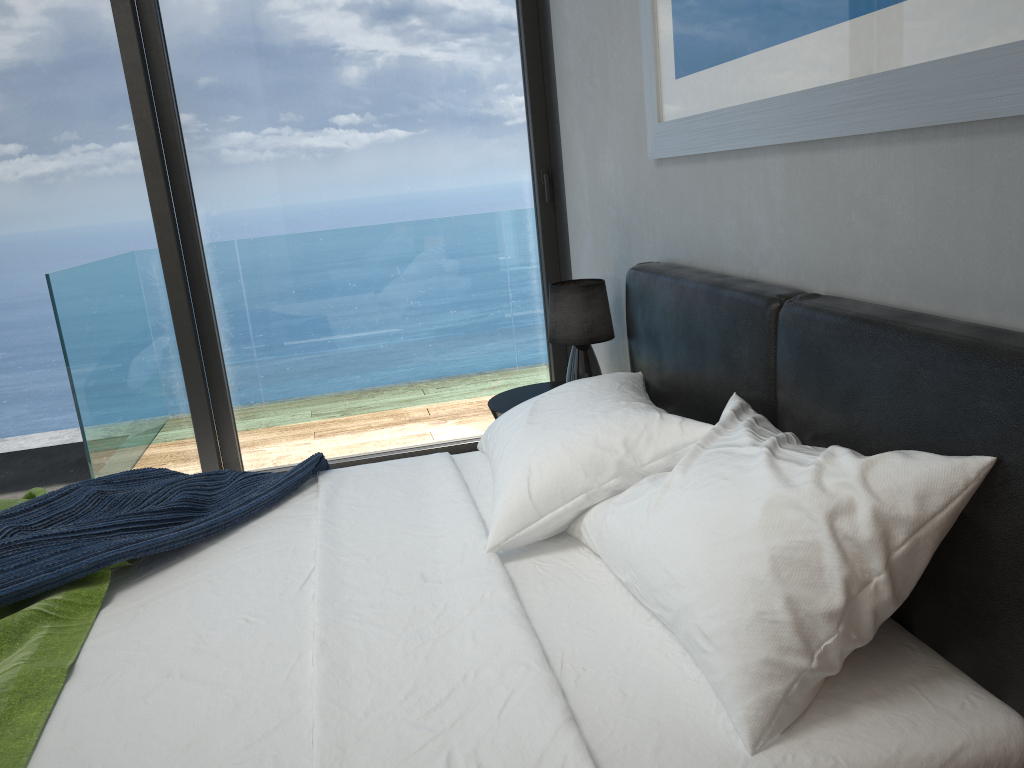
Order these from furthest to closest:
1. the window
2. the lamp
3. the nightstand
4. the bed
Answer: the window → the nightstand → the lamp → the bed

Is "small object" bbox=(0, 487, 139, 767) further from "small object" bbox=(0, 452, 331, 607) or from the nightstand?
the nightstand

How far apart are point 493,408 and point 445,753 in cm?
197

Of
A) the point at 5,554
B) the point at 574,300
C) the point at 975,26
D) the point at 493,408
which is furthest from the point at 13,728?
the point at 574,300

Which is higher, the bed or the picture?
the picture

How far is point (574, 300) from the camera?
3.0 meters

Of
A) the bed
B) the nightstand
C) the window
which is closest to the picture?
Answer: the bed

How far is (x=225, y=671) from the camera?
1.45m

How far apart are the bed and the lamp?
0.37m

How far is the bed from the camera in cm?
118
